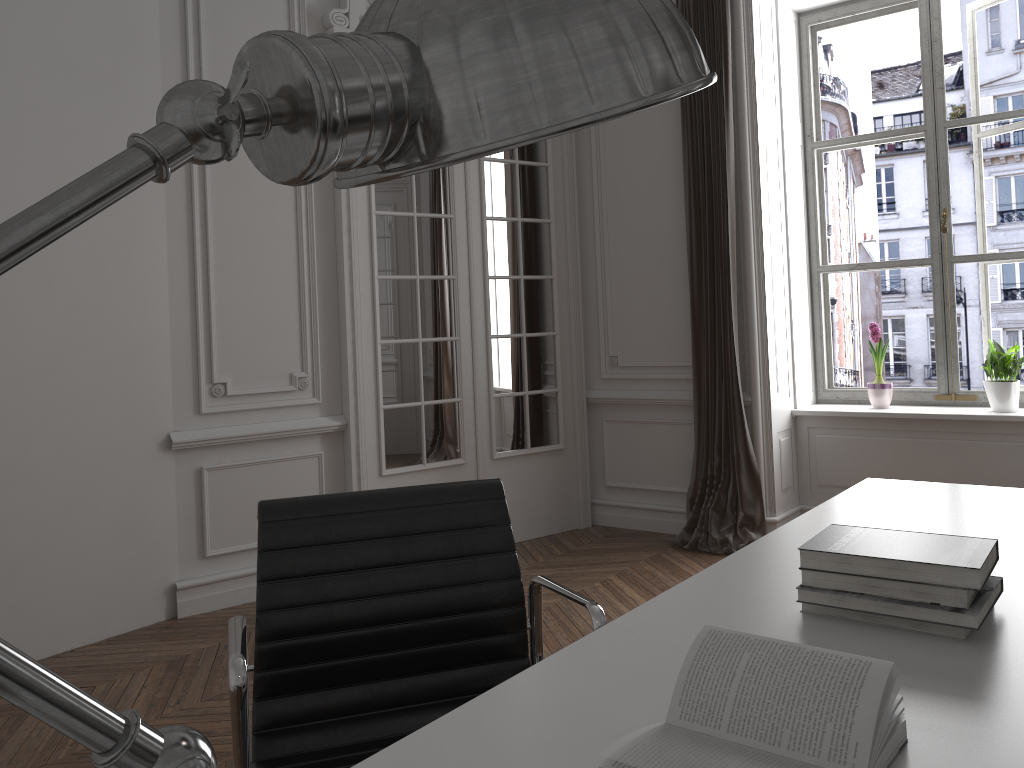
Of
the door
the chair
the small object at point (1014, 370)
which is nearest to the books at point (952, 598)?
the chair

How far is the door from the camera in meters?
4.5

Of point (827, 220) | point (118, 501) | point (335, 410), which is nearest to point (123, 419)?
point (118, 501)

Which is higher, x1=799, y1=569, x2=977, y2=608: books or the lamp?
the lamp

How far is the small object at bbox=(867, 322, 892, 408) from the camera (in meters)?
4.82

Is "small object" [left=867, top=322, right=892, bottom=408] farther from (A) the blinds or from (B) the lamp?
(B) the lamp

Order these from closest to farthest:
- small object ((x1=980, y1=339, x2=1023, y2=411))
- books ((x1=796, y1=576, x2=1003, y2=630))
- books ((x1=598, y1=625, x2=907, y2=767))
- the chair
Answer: books ((x1=598, y1=625, x2=907, y2=767))
books ((x1=796, y1=576, x2=1003, y2=630))
the chair
small object ((x1=980, y1=339, x2=1023, y2=411))

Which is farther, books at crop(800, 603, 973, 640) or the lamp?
books at crop(800, 603, 973, 640)

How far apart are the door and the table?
2.64m

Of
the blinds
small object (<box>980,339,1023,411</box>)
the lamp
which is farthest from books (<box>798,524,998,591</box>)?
small object (<box>980,339,1023,411</box>)
